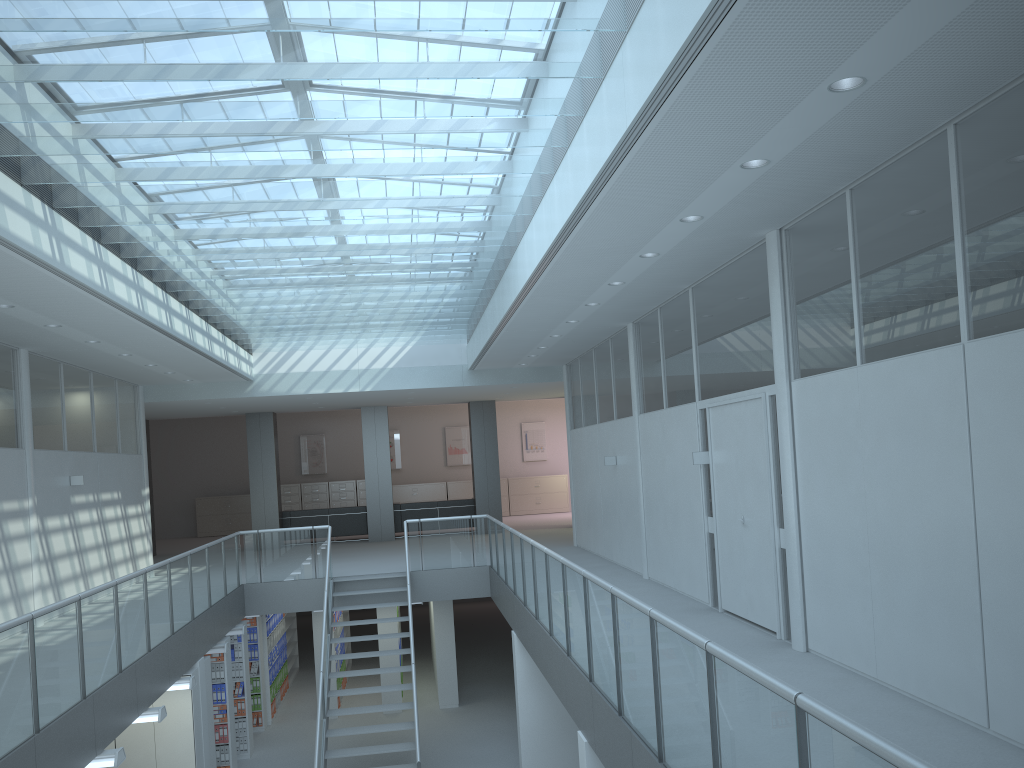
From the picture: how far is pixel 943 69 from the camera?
3.8 meters

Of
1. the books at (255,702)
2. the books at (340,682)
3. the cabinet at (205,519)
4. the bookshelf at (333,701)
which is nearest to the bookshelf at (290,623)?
the books at (255,702)

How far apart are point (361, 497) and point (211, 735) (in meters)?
13.58

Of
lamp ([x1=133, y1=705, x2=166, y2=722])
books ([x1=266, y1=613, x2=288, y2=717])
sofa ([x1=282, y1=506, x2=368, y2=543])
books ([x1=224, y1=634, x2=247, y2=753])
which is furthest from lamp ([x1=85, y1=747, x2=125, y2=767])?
sofa ([x1=282, y1=506, x2=368, y2=543])

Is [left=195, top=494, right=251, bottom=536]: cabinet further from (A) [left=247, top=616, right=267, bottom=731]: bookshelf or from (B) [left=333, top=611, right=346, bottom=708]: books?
(A) [left=247, top=616, right=267, bottom=731]: bookshelf

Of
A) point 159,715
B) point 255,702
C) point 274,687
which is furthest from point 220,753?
point 159,715

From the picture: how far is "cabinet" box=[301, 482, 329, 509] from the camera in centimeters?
2298cm

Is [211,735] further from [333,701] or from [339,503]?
[339,503]

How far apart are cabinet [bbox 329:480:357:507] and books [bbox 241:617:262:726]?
10.0 meters

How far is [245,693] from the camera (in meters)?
11.75
